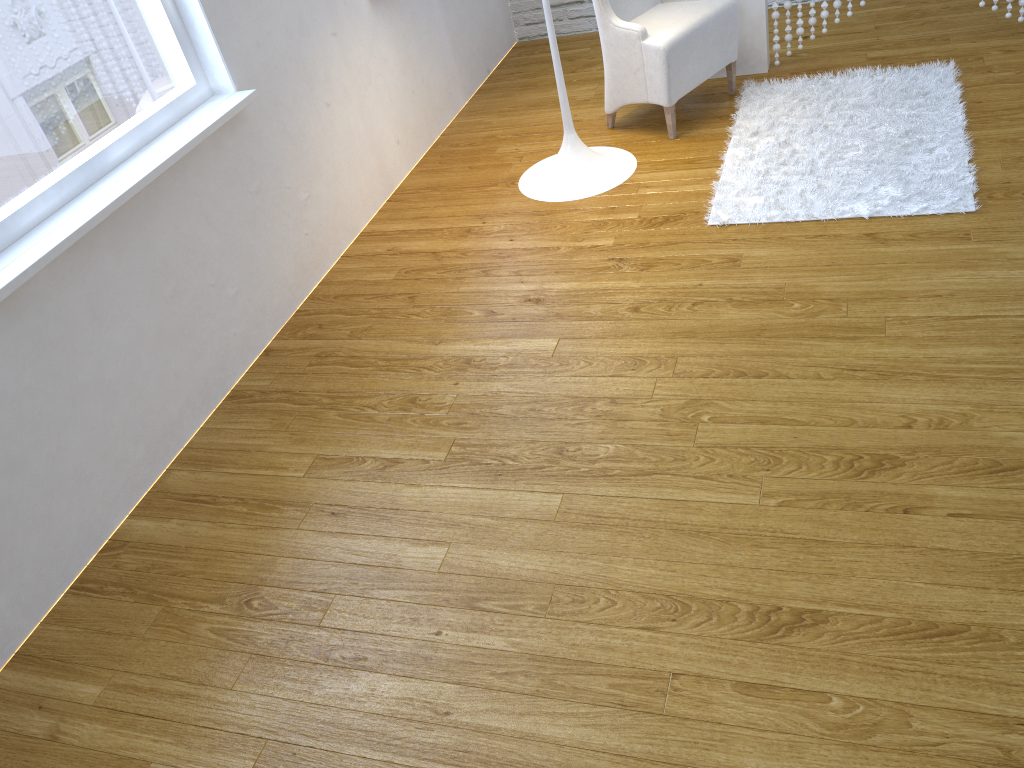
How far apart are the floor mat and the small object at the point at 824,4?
0.2 meters

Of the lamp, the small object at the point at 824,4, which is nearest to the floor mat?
the small object at the point at 824,4

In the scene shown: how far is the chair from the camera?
2.95m

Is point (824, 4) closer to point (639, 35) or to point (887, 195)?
point (639, 35)

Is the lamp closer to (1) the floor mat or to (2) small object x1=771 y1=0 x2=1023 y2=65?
(1) the floor mat

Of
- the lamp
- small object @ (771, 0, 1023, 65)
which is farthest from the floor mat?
the lamp

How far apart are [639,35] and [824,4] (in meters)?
0.79

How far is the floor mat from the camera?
2.5 meters

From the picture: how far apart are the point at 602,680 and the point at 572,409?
0.7 meters

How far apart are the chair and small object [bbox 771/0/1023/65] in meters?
0.3
